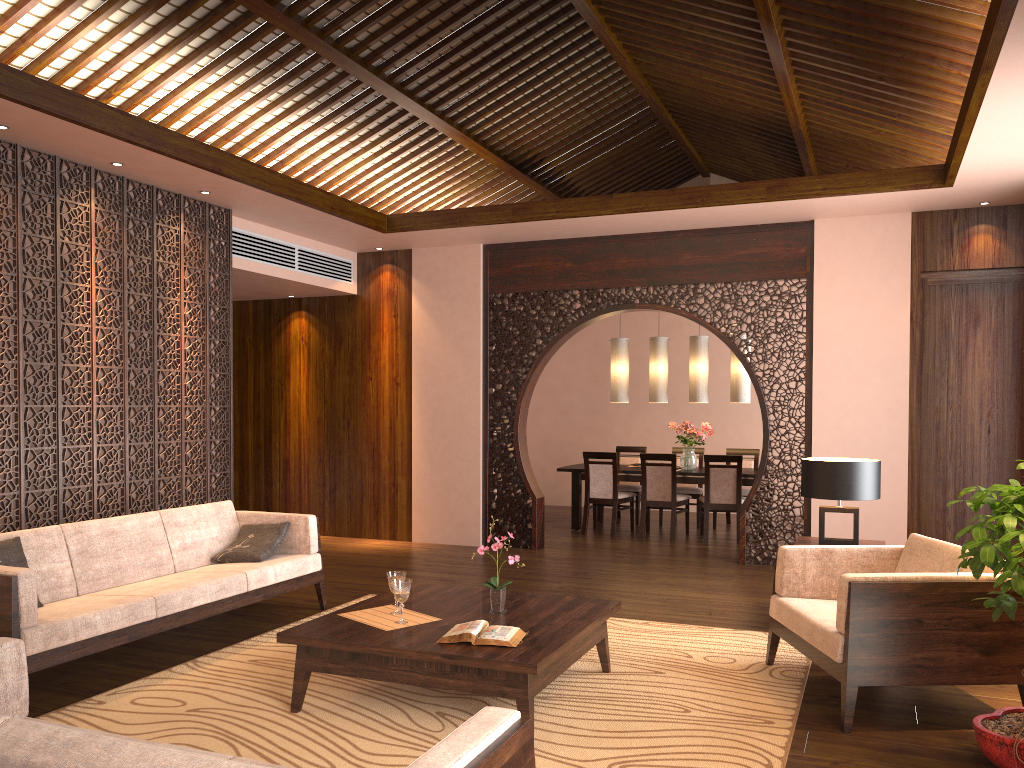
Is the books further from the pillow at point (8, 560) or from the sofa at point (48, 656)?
the pillow at point (8, 560)

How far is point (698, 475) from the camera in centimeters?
881cm

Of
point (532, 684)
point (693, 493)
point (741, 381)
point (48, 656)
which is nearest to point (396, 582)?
point (532, 684)

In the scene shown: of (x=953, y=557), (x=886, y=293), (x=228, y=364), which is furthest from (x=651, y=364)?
(x=953, y=557)

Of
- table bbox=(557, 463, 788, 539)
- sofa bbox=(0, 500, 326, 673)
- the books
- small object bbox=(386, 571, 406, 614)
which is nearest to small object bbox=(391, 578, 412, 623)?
small object bbox=(386, 571, 406, 614)

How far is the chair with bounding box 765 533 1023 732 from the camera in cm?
354

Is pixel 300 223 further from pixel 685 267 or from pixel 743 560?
pixel 743 560

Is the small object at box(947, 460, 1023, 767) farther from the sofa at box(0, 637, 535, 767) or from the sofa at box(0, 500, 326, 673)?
the sofa at box(0, 500, 326, 673)

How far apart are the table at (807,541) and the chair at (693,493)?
4.1m

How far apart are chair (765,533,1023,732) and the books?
1.3m
